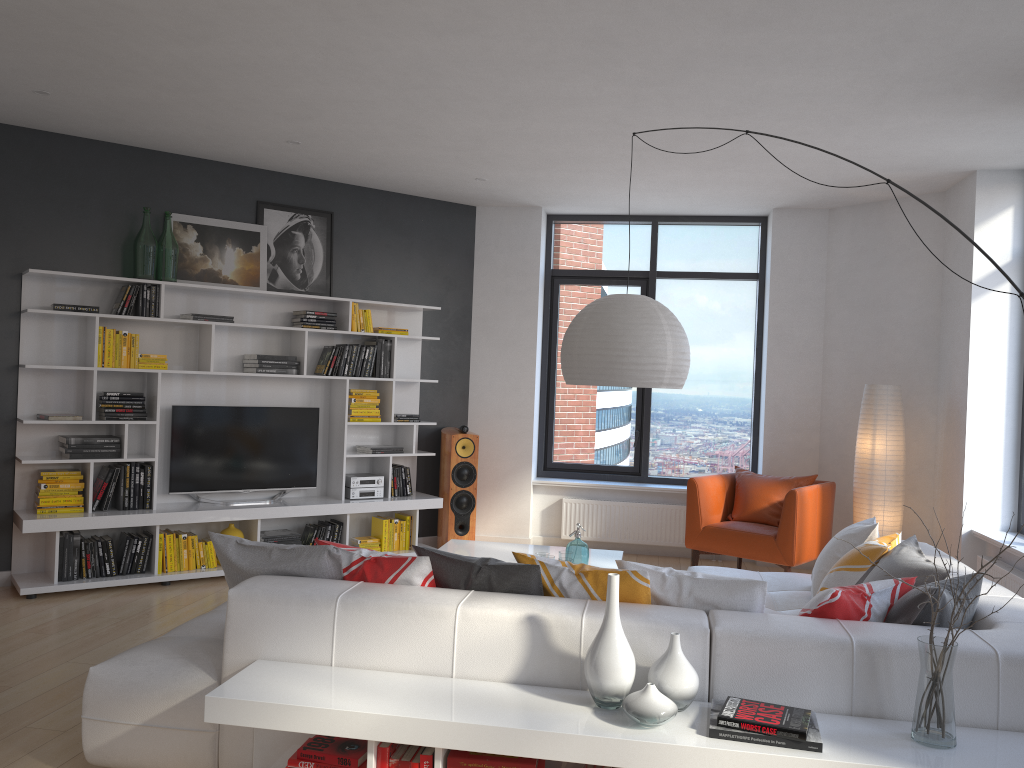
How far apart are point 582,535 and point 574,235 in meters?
2.7 m

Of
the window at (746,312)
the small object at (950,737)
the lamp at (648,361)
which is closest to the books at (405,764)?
the small object at (950,737)

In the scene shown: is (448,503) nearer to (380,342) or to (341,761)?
(380,342)

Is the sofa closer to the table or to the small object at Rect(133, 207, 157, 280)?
the table

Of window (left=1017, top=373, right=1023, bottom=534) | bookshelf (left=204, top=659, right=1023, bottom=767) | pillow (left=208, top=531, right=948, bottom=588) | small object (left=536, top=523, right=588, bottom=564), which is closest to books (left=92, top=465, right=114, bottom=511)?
pillow (left=208, top=531, right=948, bottom=588)

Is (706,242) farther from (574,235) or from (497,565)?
(497,565)

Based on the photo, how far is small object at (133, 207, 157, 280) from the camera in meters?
6.0

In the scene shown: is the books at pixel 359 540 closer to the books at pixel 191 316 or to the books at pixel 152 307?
the books at pixel 191 316

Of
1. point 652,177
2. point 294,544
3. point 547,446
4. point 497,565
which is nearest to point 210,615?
point 294,544

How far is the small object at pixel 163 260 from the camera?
6.12m
